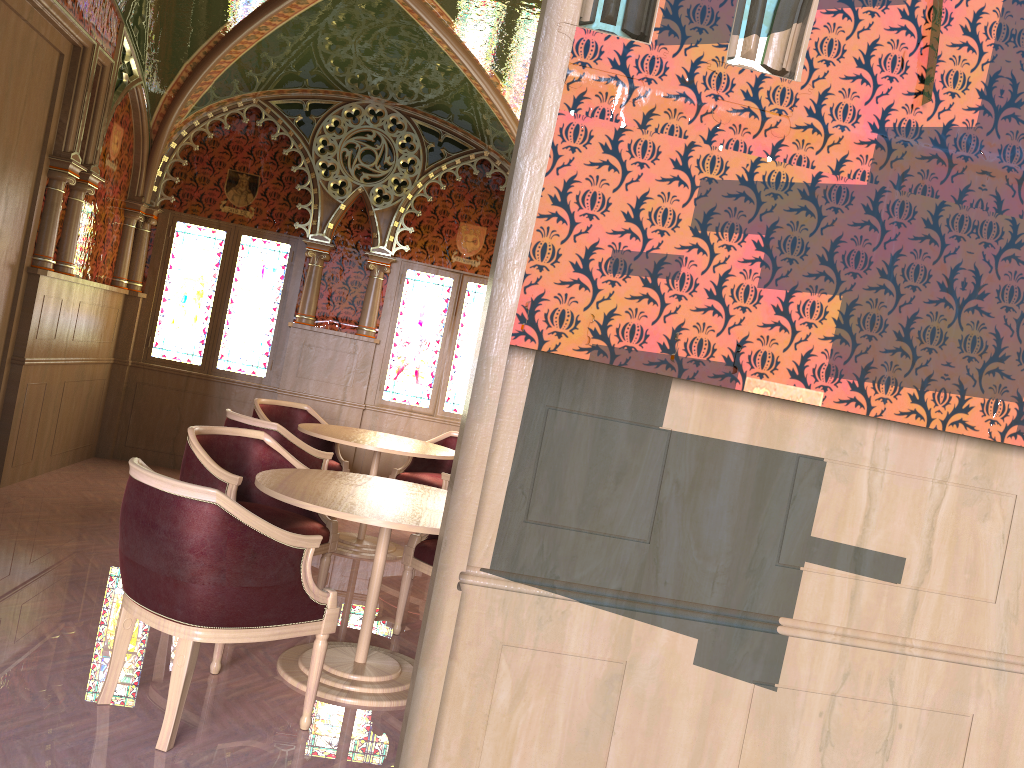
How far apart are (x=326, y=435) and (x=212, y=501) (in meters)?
3.06

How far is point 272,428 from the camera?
5.18m

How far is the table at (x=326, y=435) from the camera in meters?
5.8

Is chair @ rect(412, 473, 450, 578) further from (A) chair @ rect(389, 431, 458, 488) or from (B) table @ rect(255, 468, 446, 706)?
(B) table @ rect(255, 468, 446, 706)

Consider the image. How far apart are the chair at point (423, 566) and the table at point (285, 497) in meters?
0.3

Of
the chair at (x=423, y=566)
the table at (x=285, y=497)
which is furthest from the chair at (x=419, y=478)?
the table at (x=285, y=497)

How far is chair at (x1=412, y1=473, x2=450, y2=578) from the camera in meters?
5.5

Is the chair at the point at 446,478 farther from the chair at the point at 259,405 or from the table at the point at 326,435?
the chair at the point at 259,405

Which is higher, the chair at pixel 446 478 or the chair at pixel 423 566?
the chair at pixel 446 478

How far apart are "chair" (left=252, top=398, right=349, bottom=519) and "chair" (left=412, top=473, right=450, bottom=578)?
1.46m
